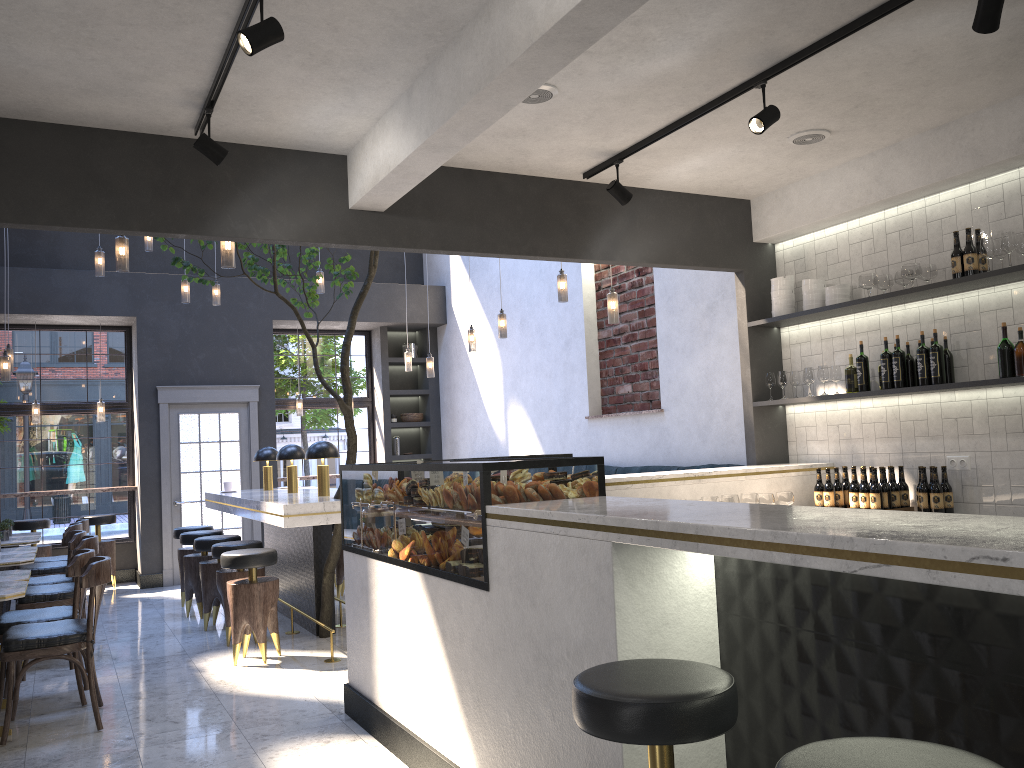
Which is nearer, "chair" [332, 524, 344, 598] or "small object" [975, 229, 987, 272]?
"small object" [975, 229, 987, 272]

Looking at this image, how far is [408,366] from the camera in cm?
1016

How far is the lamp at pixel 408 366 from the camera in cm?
1016

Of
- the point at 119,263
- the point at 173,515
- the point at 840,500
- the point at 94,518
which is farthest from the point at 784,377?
the point at 94,518

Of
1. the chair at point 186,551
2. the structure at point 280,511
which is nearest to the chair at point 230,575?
the structure at point 280,511

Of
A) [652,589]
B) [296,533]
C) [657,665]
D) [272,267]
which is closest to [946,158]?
[652,589]

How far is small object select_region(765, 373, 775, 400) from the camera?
6.01m

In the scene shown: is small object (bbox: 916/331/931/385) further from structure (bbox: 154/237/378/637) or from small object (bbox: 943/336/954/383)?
structure (bbox: 154/237/378/637)

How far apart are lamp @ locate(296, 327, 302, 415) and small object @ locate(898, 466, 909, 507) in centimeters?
770cm

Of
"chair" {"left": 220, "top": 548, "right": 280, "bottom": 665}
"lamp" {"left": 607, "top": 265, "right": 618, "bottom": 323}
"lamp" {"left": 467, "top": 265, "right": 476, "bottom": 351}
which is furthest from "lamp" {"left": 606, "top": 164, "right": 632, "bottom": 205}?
"lamp" {"left": 467, "top": 265, "right": 476, "bottom": 351}
